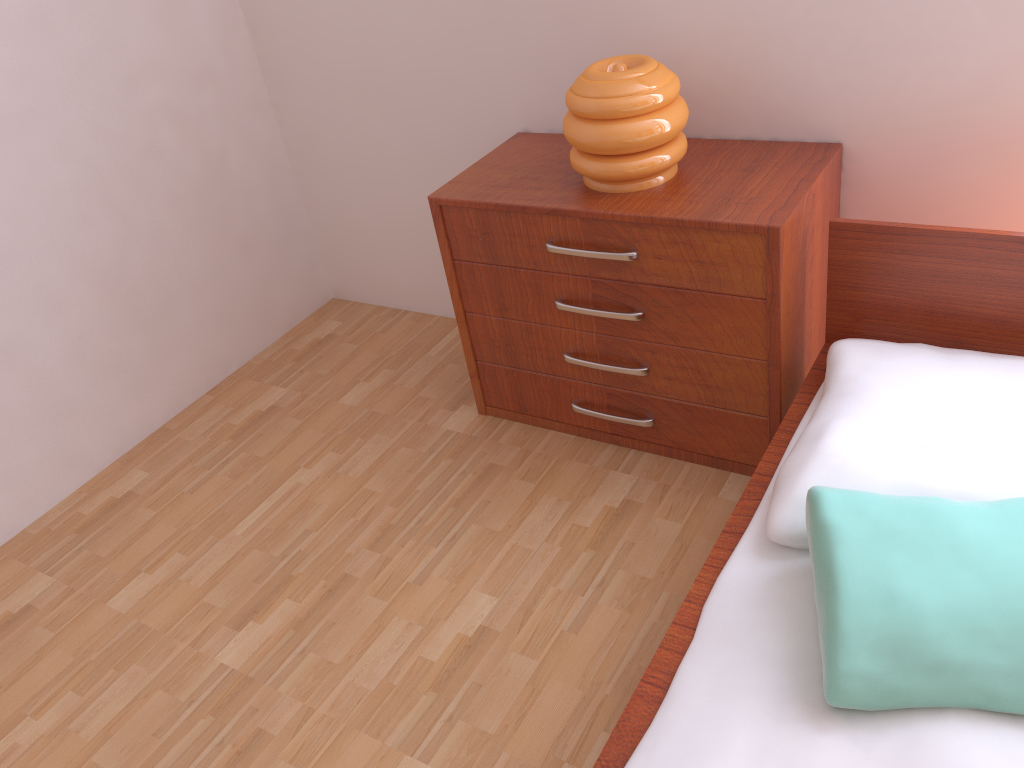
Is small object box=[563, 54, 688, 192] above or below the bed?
above

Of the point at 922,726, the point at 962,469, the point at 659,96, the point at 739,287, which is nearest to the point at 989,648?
the point at 922,726

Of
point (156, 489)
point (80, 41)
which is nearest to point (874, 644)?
point (156, 489)

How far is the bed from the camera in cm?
109

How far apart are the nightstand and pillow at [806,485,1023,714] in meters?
0.5

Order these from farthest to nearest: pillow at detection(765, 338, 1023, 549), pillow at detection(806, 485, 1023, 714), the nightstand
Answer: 1. the nightstand
2. pillow at detection(765, 338, 1023, 549)
3. pillow at detection(806, 485, 1023, 714)

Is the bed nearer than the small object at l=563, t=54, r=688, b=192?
Yes

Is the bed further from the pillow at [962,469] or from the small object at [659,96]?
the small object at [659,96]

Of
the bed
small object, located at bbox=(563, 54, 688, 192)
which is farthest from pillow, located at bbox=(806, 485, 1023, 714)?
small object, located at bbox=(563, 54, 688, 192)

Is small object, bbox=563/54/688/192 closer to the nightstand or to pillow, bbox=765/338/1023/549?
the nightstand
